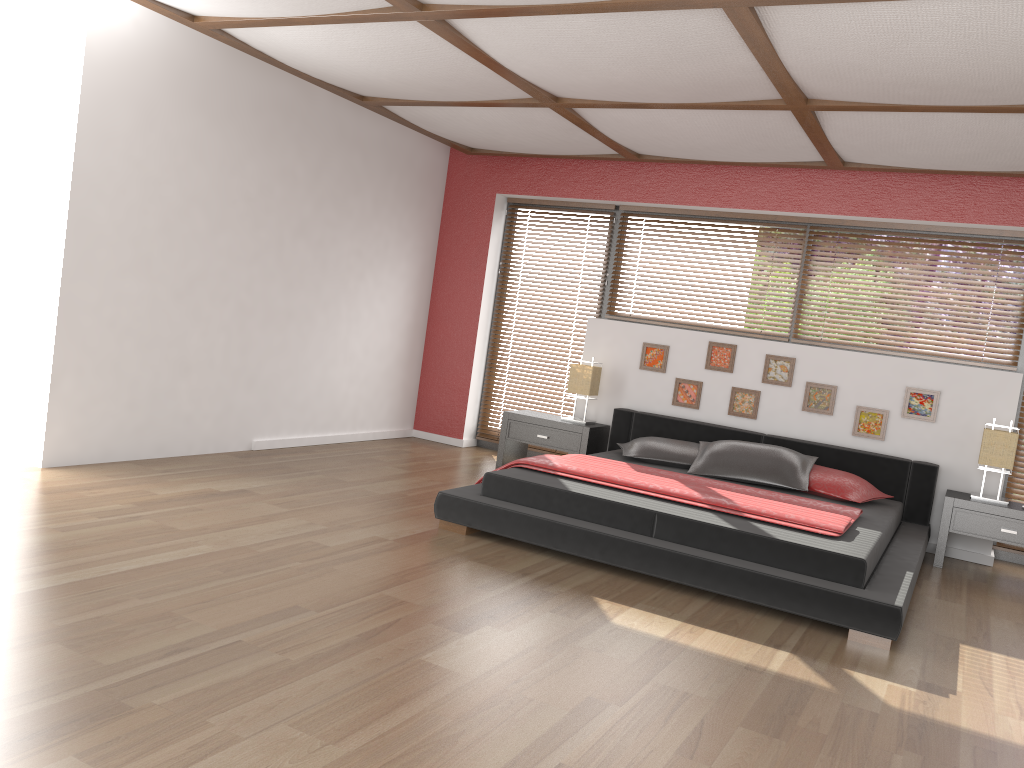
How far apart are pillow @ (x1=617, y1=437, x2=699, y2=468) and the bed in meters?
0.0 m

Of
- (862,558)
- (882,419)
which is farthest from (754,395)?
(862,558)

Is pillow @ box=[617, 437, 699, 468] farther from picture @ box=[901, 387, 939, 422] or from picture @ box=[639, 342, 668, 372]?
picture @ box=[901, 387, 939, 422]

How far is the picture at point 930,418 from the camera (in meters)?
5.63

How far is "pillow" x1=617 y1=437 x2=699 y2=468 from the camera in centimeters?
561cm

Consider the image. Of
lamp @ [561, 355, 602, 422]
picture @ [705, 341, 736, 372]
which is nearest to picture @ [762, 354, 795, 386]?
picture @ [705, 341, 736, 372]

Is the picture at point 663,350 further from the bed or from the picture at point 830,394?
the picture at point 830,394

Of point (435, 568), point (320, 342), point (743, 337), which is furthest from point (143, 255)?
point (743, 337)

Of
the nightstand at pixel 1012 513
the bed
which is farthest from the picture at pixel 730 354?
the nightstand at pixel 1012 513

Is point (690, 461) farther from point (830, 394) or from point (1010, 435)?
point (1010, 435)
